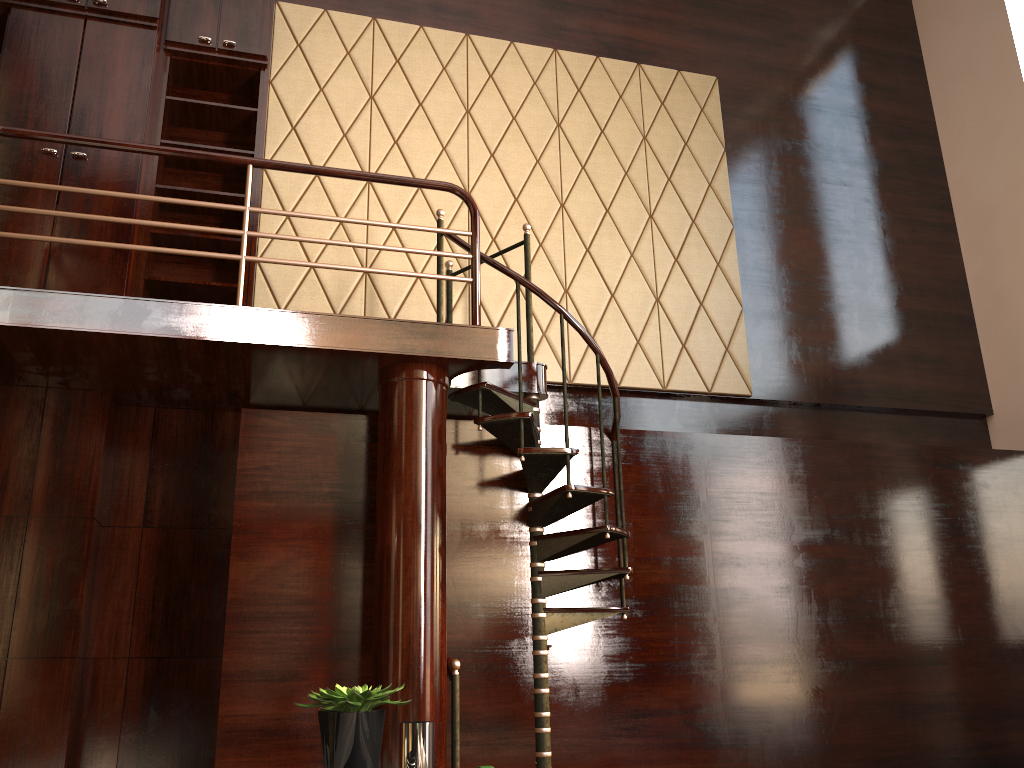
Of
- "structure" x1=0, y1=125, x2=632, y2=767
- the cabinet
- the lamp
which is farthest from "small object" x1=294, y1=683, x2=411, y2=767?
the cabinet

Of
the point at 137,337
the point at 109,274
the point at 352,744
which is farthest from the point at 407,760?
the point at 109,274

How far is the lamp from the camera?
2.3m

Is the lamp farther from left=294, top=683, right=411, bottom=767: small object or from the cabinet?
the cabinet

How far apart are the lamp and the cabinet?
2.8 meters

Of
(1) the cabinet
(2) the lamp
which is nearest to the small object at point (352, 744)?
Result: (2) the lamp

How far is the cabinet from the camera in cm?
422

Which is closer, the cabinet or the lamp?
the lamp

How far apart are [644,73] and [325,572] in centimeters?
406cm

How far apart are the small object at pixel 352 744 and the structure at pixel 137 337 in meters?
1.8
